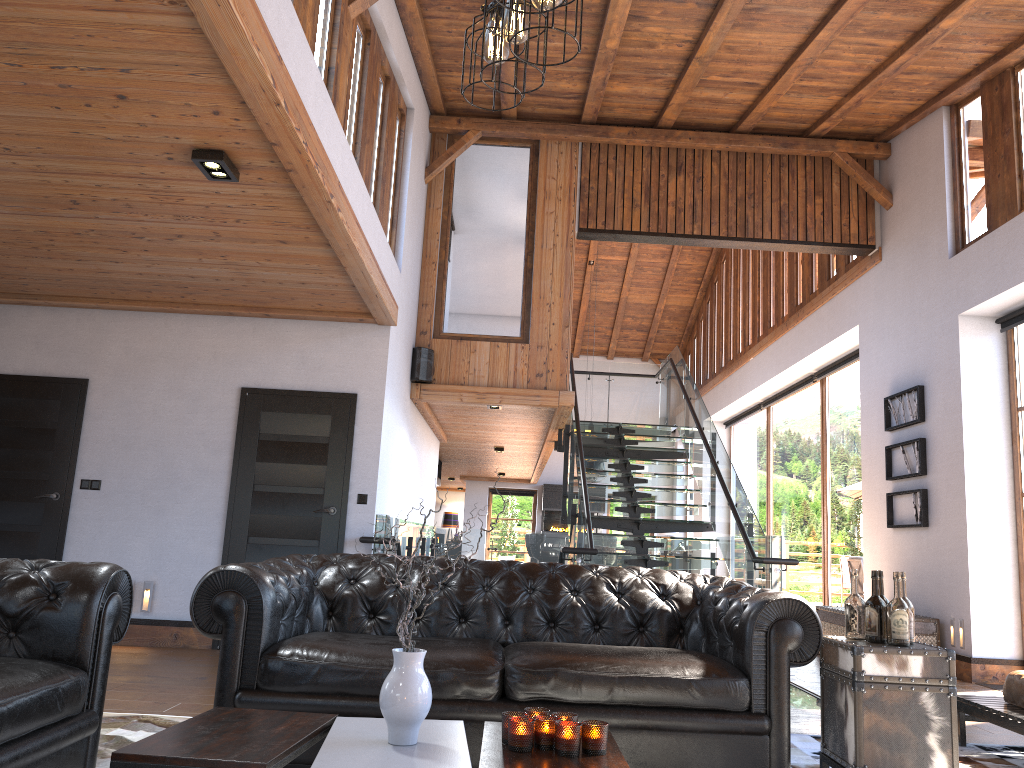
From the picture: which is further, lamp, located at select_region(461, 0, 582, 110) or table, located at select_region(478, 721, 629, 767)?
table, located at select_region(478, 721, 629, 767)

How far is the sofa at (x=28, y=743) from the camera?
2.52m

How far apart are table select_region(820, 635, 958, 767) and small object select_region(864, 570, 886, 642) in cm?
5

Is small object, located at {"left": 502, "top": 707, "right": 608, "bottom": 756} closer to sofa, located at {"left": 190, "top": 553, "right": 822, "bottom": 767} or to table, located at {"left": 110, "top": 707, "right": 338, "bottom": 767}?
table, located at {"left": 110, "top": 707, "right": 338, "bottom": 767}

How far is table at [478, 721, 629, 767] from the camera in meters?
2.4

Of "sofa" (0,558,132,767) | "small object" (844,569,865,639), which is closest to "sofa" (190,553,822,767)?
"small object" (844,569,865,639)

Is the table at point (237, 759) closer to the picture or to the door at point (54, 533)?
the door at point (54, 533)

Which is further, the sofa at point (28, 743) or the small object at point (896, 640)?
the small object at point (896, 640)

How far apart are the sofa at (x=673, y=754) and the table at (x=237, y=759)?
0.6m

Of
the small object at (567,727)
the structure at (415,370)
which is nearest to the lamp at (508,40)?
the small object at (567,727)
